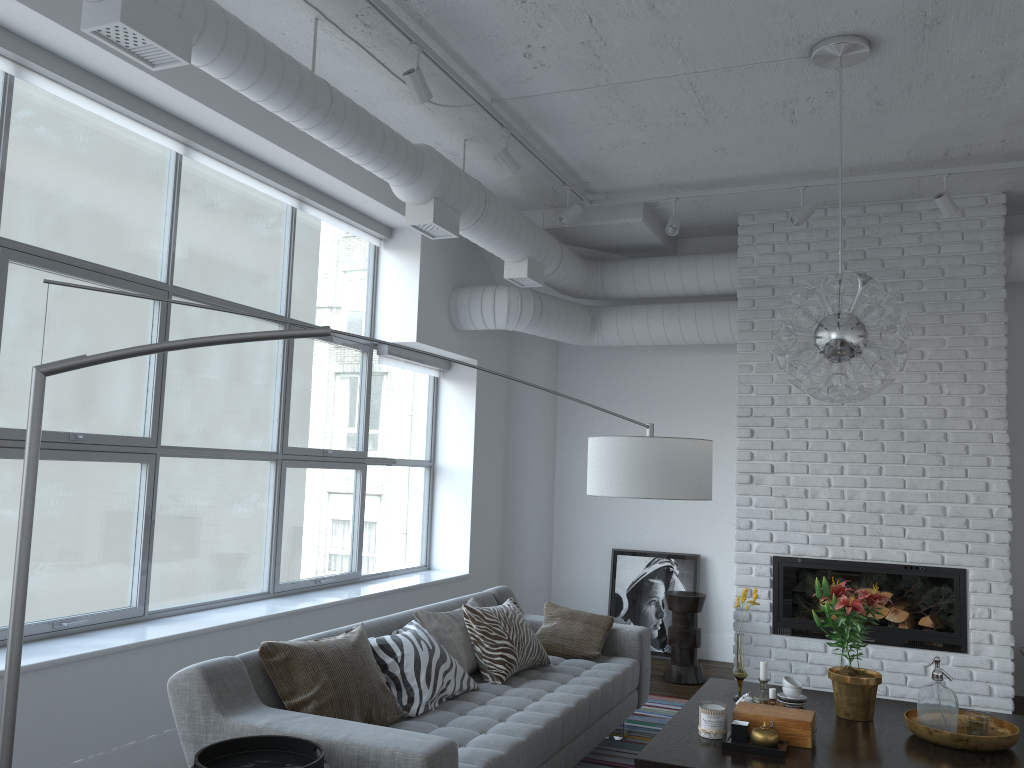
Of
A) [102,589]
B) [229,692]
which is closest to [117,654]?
[229,692]

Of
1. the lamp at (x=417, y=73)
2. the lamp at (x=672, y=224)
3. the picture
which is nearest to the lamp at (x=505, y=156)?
the lamp at (x=417, y=73)

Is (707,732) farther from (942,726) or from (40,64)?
(40,64)

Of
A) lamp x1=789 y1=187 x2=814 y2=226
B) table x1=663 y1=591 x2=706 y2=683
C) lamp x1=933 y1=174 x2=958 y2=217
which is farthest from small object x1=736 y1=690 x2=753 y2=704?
lamp x1=933 y1=174 x2=958 y2=217

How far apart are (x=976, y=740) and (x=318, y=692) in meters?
2.3 m

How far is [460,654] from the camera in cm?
397

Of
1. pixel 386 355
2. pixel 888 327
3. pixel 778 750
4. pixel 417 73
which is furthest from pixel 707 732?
pixel 386 355

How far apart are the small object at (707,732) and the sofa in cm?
55

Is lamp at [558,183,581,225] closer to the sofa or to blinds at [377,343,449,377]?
blinds at [377,343,449,377]

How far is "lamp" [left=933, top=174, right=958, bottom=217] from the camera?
5.1m
